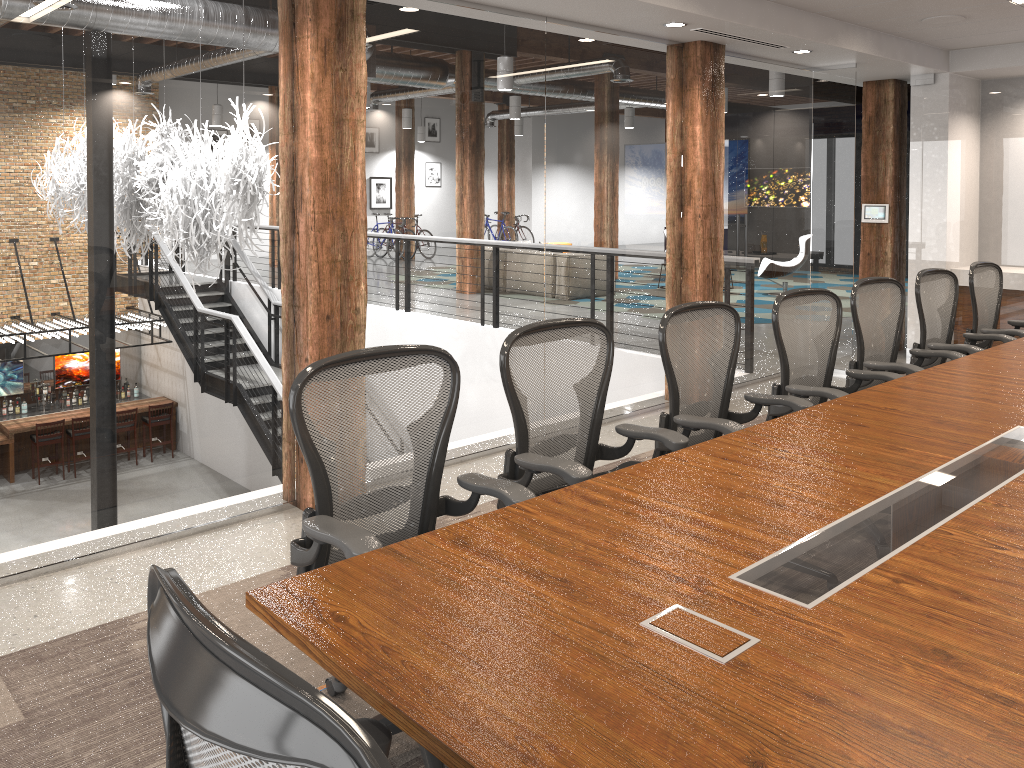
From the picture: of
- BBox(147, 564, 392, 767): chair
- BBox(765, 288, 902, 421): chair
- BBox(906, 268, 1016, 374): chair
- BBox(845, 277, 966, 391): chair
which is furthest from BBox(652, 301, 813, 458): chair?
BBox(147, 564, 392, 767): chair

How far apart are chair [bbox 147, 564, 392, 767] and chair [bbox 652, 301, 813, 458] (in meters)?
2.10

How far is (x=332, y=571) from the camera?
1.9m

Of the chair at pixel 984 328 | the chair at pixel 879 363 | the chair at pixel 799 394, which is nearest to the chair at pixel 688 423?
the chair at pixel 799 394

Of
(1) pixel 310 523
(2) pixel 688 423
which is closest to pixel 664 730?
(1) pixel 310 523

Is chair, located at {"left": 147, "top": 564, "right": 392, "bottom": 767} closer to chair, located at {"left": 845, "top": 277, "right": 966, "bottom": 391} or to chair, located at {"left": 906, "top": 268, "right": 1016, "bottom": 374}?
chair, located at {"left": 845, "top": 277, "right": 966, "bottom": 391}

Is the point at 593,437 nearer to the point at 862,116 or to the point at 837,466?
the point at 837,466

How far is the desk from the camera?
1.4 meters

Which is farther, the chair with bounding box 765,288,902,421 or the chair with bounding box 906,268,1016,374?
the chair with bounding box 906,268,1016,374

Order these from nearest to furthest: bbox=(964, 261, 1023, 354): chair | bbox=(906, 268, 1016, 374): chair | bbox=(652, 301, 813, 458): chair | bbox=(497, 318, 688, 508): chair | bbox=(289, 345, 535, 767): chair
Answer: bbox=(289, 345, 535, 767): chair < bbox=(497, 318, 688, 508): chair < bbox=(652, 301, 813, 458): chair < bbox=(906, 268, 1016, 374): chair < bbox=(964, 261, 1023, 354): chair
